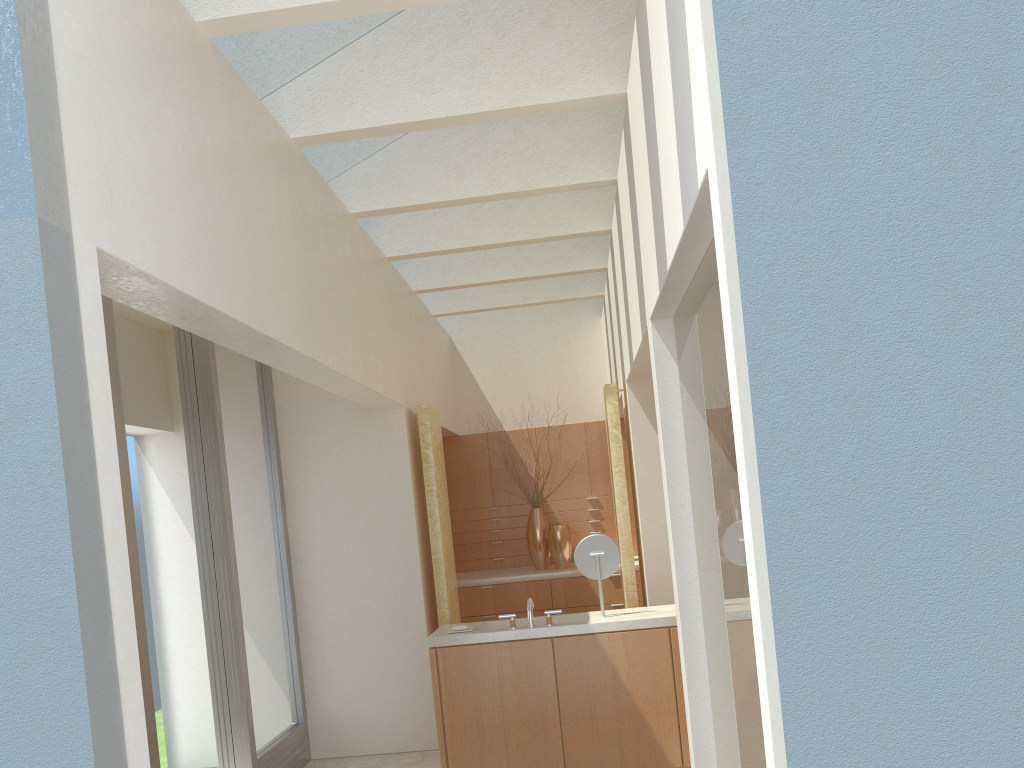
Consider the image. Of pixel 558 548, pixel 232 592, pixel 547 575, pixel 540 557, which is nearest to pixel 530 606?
pixel 232 592

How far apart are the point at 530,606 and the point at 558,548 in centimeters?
733cm

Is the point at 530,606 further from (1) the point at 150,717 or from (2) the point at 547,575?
(2) the point at 547,575

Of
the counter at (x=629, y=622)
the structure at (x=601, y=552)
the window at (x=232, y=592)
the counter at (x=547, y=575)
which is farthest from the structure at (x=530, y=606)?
the counter at (x=547, y=575)

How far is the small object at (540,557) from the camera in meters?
19.2

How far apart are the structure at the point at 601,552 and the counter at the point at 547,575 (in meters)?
6.28

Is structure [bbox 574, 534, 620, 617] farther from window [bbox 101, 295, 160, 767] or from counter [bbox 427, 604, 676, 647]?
window [bbox 101, 295, 160, 767]

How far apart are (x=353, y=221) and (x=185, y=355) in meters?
3.0 m

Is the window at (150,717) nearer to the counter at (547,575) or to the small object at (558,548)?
the counter at (547,575)

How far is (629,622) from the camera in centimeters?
1129cm
